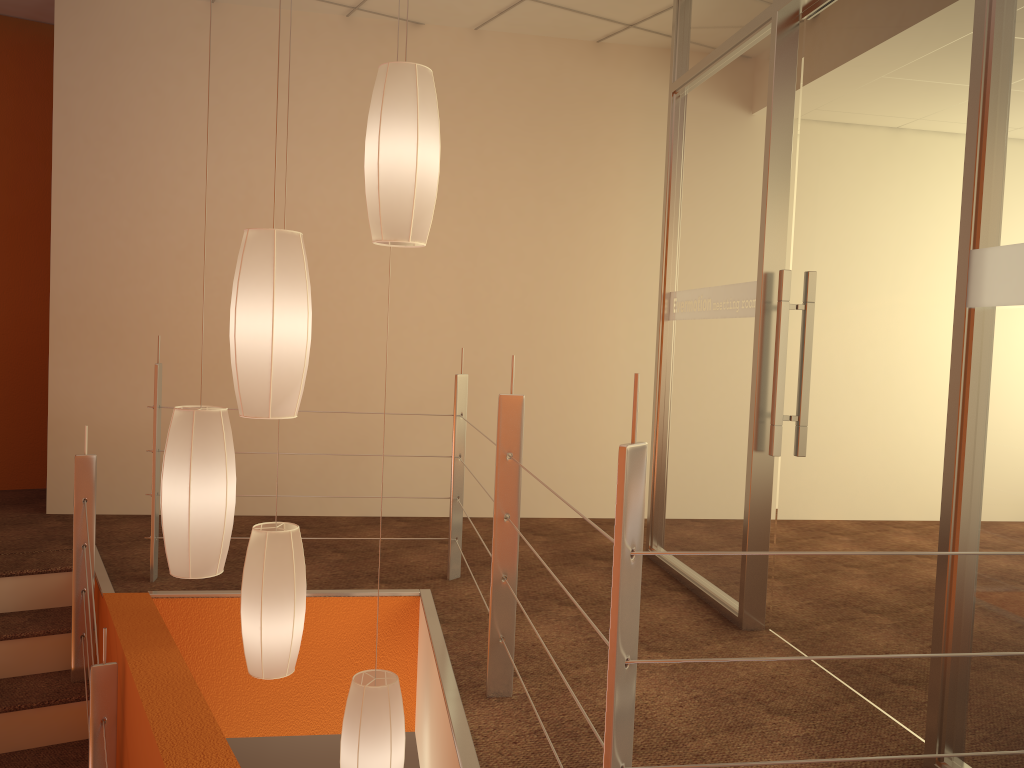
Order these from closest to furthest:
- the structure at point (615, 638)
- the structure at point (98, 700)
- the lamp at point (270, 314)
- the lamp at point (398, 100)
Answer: the structure at point (615, 638) → the lamp at point (270, 314) → the lamp at point (398, 100) → the structure at point (98, 700)

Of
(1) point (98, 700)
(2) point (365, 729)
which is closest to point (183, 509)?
(1) point (98, 700)

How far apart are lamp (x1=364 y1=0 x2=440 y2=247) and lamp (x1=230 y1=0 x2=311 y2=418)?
0.2m

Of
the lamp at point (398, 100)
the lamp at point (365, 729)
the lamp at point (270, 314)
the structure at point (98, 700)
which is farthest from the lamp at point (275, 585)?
the lamp at point (398, 100)

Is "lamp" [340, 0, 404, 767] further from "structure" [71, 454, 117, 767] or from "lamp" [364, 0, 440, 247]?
"lamp" [364, 0, 440, 247]

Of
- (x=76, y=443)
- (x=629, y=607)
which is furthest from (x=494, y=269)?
(x=629, y=607)

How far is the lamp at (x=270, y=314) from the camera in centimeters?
208cm

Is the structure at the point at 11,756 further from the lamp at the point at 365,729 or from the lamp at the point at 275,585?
the lamp at the point at 365,729

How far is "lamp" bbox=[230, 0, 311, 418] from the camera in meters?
2.1 m

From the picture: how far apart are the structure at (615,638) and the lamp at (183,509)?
0.73m
